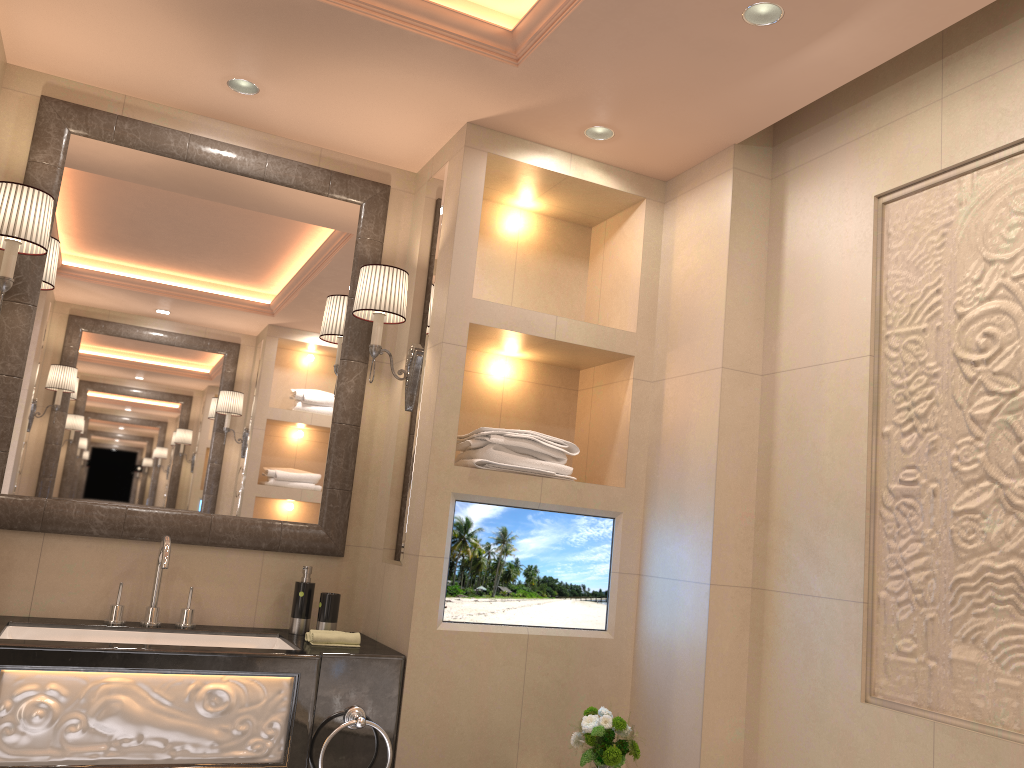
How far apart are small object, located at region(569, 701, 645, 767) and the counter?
0.51m

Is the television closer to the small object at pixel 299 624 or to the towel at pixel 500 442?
the towel at pixel 500 442

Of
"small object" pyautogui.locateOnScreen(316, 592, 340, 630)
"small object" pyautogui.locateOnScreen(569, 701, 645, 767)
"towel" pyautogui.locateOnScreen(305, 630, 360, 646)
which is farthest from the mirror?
"small object" pyautogui.locateOnScreen(569, 701, 645, 767)

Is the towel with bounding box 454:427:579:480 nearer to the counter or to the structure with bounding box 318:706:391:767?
the counter

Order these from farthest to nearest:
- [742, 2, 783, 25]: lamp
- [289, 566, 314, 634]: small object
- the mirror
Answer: [289, 566, 314, 634]: small object < the mirror < [742, 2, 783, 25]: lamp

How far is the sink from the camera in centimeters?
246cm

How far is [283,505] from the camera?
2.9 meters

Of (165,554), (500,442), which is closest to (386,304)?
(500,442)

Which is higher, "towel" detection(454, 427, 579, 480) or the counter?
"towel" detection(454, 427, 579, 480)

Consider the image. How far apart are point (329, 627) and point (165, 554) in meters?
0.5
